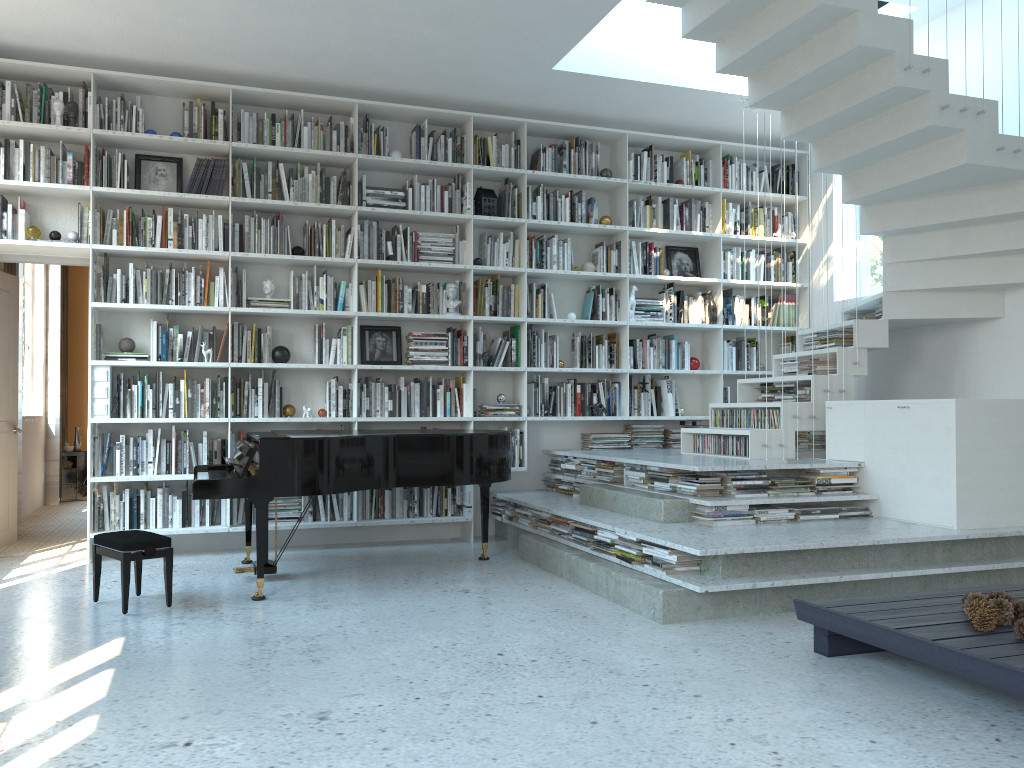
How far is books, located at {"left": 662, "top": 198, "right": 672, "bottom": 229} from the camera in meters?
7.0 m

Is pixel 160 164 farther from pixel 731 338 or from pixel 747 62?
pixel 731 338

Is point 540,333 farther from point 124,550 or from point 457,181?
point 124,550

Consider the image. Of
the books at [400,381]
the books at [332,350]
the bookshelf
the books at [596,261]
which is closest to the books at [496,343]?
the bookshelf

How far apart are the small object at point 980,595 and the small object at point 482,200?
4.4m

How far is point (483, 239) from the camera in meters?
6.7

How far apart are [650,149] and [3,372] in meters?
5.1

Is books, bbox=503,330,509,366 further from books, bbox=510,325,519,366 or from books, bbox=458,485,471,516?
books, bbox=458,485,471,516

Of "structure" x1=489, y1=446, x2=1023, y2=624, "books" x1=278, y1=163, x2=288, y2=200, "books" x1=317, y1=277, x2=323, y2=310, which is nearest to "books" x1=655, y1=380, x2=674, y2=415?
"structure" x1=489, y1=446, x2=1023, y2=624

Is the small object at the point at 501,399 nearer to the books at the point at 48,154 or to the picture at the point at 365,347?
the picture at the point at 365,347
